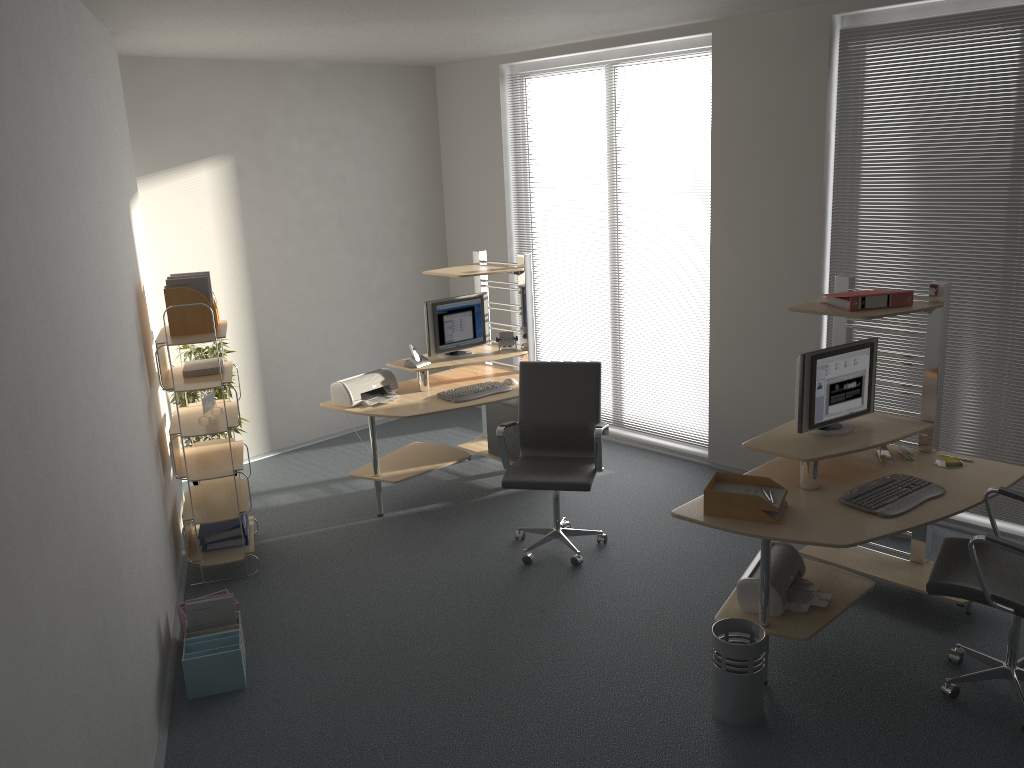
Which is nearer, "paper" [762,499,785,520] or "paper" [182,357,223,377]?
"paper" [762,499,785,520]

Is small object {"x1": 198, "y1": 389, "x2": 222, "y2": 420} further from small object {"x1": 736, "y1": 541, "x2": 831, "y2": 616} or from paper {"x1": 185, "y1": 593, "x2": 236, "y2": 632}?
small object {"x1": 736, "y1": 541, "x2": 831, "y2": 616}

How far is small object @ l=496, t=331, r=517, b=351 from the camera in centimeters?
623cm

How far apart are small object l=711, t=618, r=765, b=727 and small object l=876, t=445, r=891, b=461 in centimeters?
122cm

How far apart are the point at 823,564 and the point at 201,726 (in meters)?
2.89

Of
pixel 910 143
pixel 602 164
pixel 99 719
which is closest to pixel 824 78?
pixel 910 143

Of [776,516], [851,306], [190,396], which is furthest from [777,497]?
[190,396]

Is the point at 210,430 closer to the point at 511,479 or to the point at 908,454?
the point at 511,479

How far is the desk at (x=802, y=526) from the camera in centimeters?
359cm

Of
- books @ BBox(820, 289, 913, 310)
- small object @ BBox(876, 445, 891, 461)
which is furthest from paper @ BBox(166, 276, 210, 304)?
small object @ BBox(876, 445, 891, 461)
